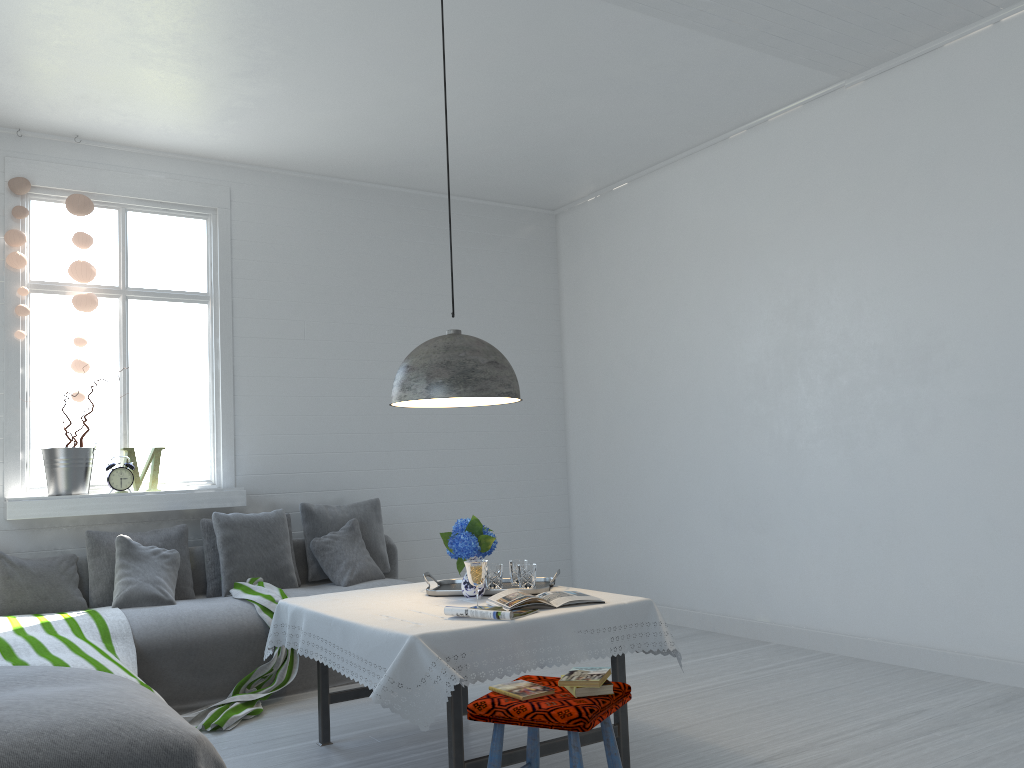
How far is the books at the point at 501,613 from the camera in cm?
332

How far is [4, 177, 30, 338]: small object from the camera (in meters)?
5.79

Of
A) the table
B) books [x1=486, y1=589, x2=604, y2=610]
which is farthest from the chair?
books [x1=486, y1=589, x2=604, y2=610]

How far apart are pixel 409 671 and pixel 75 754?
1.06m

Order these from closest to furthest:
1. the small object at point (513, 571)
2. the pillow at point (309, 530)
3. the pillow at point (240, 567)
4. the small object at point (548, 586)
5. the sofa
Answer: the small object at point (548, 586)
the small object at point (513, 571)
the sofa
the pillow at point (240, 567)
the pillow at point (309, 530)

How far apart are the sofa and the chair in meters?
2.6

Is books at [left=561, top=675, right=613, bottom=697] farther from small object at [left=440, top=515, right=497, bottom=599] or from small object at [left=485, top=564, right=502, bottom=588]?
small object at [left=485, top=564, right=502, bottom=588]

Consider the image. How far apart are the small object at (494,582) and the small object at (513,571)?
0.1m

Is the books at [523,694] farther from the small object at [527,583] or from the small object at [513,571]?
the small object at [513,571]

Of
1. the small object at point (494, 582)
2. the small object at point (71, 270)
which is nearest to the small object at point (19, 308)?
the small object at point (71, 270)
